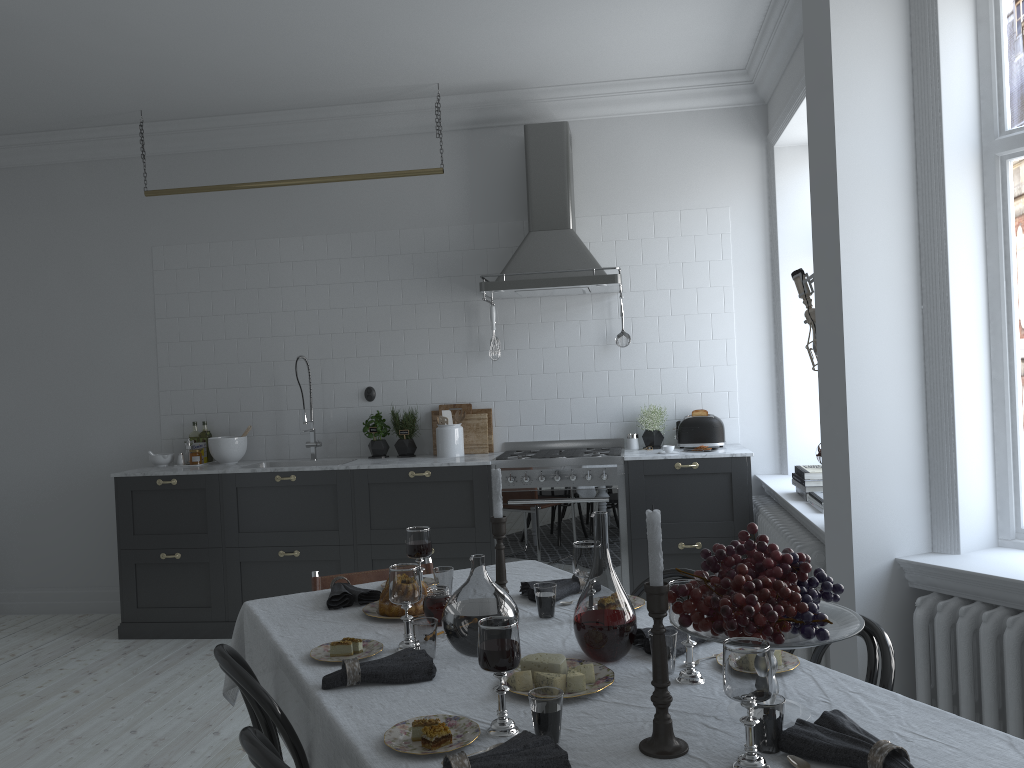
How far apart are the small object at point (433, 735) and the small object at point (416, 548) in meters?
1.1

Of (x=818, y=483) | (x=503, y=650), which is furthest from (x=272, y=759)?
(x=818, y=483)

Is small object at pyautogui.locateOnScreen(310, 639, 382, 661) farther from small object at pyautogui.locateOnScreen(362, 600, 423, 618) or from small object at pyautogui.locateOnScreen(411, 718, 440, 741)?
small object at pyautogui.locateOnScreen(411, 718, 440, 741)

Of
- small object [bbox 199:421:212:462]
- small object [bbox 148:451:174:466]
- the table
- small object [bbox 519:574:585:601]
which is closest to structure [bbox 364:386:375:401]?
small object [bbox 199:421:212:462]

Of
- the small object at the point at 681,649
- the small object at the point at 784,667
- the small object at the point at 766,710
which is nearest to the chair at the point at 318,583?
the small object at the point at 681,649

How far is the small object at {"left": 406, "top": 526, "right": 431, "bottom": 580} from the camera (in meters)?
2.79

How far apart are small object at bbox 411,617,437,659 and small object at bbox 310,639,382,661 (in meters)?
0.13

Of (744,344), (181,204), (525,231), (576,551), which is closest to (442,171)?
(525,231)

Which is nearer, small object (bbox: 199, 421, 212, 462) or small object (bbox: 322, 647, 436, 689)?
small object (bbox: 322, 647, 436, 689)

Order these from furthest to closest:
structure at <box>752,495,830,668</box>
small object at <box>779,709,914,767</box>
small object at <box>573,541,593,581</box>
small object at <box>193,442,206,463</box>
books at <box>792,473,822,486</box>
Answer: small object at <box>193,442,206,463</box>
books at <box>792,473,822,486</box>
structure at <box>752,495,830,668</box>
small object at <box>573,541,593,581</box>
small object at <box>779,709,914,767</box>
